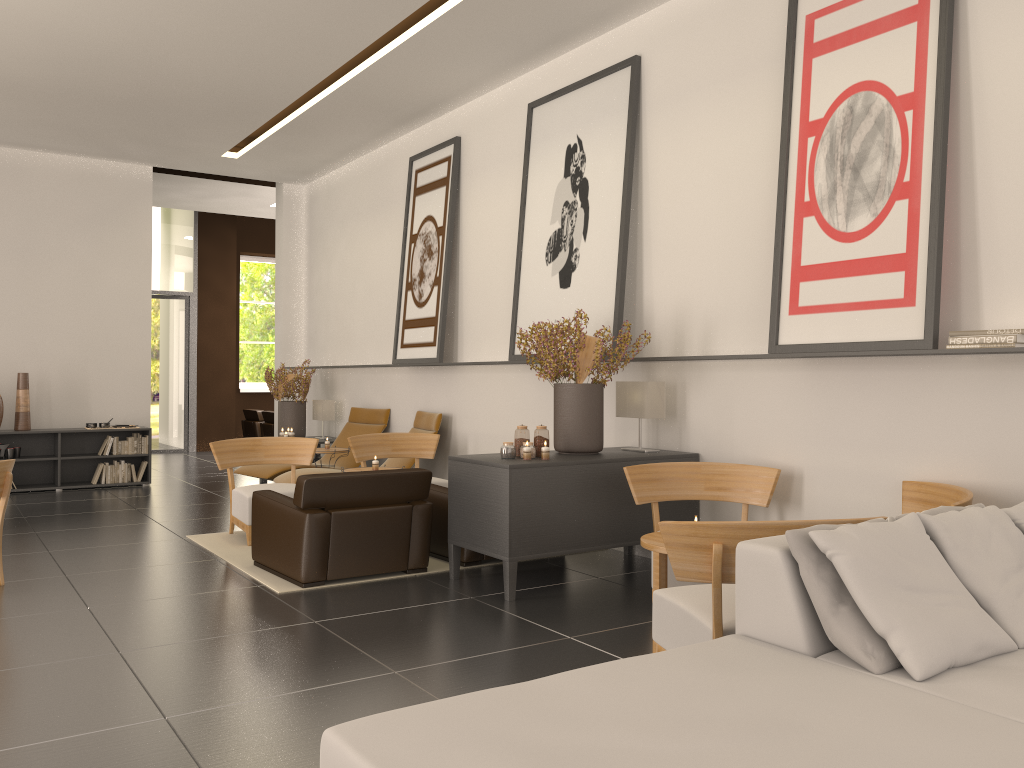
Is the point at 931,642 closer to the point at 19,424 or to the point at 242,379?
the point at 19,424

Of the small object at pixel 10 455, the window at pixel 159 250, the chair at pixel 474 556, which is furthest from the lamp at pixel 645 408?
the window at pixel 159 250

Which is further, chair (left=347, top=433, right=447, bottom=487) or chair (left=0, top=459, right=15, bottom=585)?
chair (left=347, top=433, right=447, bottom=487)

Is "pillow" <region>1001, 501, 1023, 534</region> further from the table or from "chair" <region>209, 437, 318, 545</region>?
"chair" <region>209, 437, 318, 545</region>

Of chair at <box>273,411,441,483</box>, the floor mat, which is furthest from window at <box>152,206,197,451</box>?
the floor mat

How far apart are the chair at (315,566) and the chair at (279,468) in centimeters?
470cm

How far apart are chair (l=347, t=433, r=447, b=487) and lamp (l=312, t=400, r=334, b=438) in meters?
4.6

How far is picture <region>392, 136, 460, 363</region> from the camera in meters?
13.6

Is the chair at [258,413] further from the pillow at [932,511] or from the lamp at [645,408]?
the pillow at [932,511]

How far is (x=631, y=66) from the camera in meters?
10.2 m
